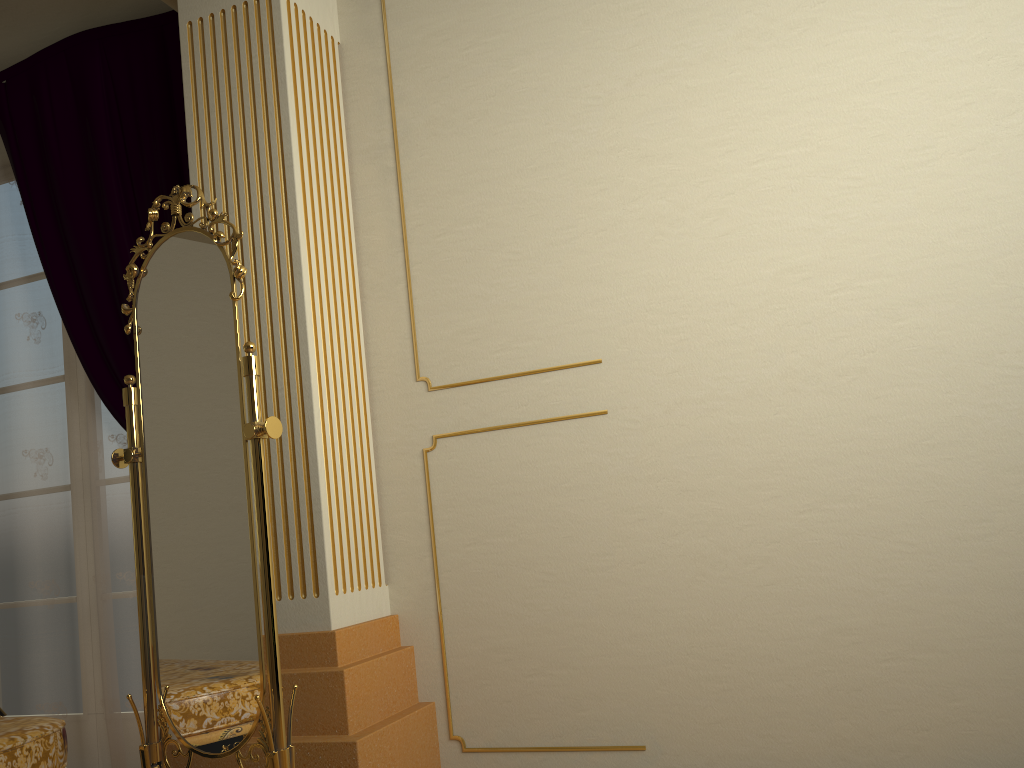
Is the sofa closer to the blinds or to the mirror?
the mirror

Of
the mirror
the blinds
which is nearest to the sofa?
the mirror

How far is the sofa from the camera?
1.91m

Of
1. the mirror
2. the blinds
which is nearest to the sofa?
the mirror

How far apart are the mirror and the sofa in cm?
18

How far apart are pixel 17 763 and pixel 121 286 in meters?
1.6

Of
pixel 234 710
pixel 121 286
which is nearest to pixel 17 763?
pixel 234 710

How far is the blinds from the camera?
2.94m

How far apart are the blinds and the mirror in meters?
0.7 m

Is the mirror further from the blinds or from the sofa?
the blinds
